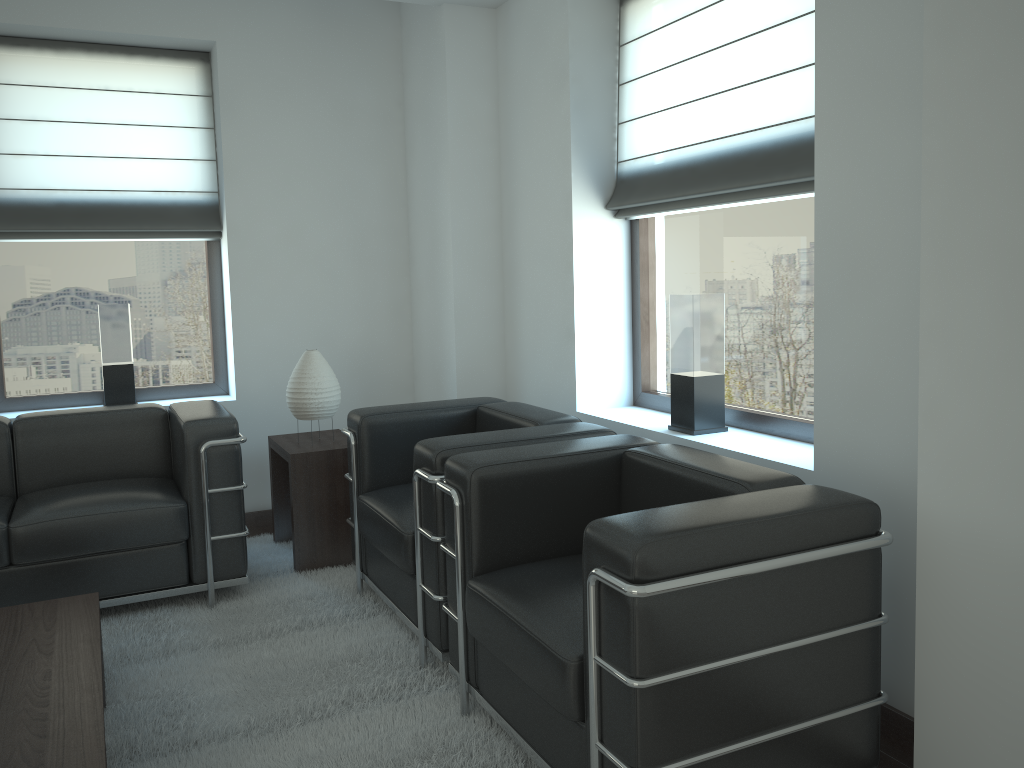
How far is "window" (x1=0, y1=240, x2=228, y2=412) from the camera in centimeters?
664cm

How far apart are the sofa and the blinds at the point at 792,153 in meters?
2.7 m

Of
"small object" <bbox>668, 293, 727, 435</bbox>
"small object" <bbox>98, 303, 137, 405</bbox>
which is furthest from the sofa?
"small object" <bbox>668, 293, 727, 435</bbox>

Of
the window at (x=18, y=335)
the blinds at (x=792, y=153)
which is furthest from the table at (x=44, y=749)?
the blinds at (x=792, y=153)

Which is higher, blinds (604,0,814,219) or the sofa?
blinds (604,0,814,219)

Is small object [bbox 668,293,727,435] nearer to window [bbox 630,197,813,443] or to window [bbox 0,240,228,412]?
window [bbox 630,197,813,443]

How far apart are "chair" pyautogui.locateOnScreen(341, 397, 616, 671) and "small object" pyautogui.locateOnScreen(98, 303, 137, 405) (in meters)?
2.25

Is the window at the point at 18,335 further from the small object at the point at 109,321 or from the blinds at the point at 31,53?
the small object at the point at 109,321

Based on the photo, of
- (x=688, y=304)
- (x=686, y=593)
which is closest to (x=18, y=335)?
(x=688, y=304)

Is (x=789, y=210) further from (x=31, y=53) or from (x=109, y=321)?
(x=31, y=53)
